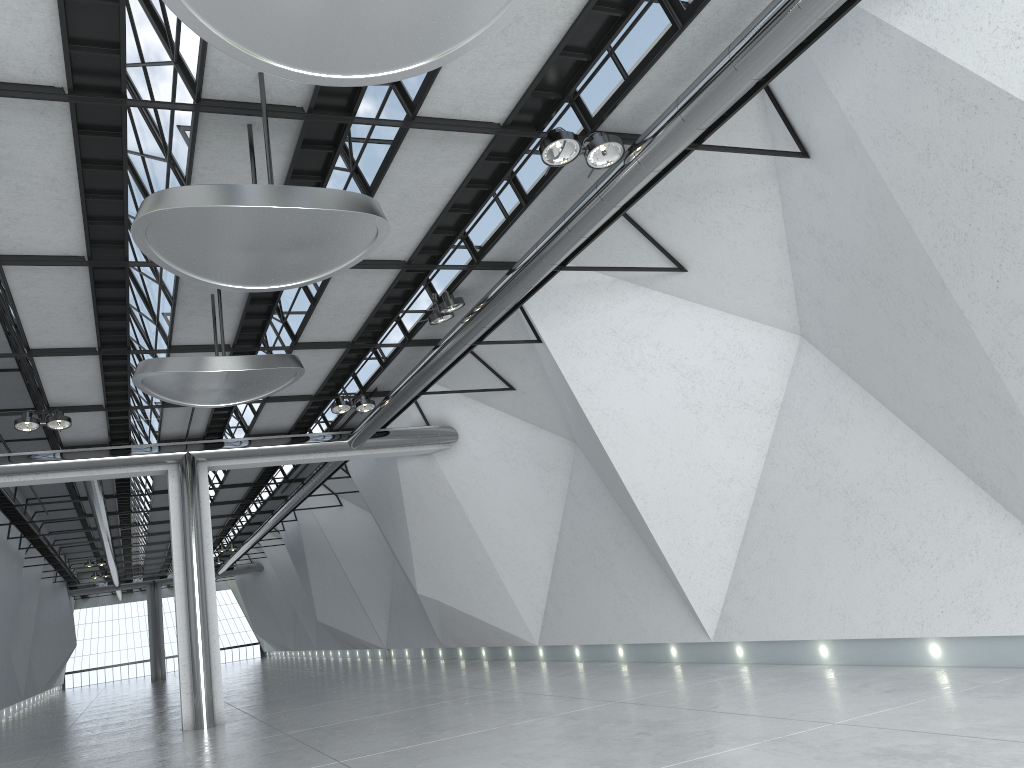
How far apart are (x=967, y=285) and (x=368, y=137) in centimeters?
3135cm
